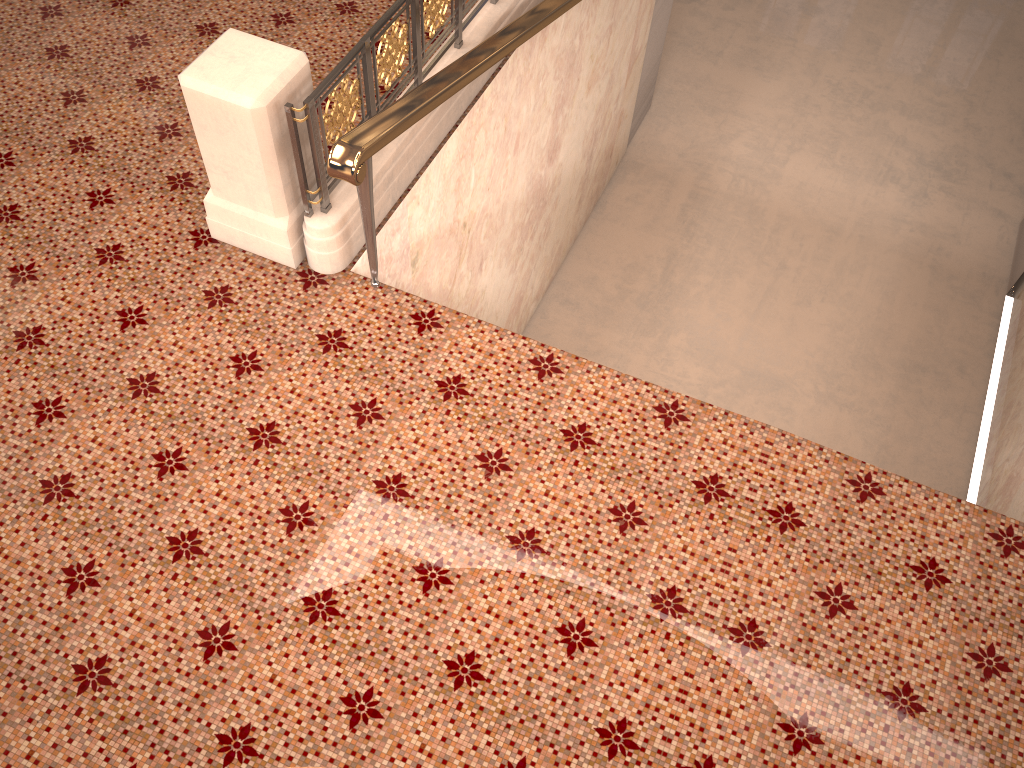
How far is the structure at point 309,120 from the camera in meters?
3.5 m

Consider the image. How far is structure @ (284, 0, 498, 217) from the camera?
3.5m
